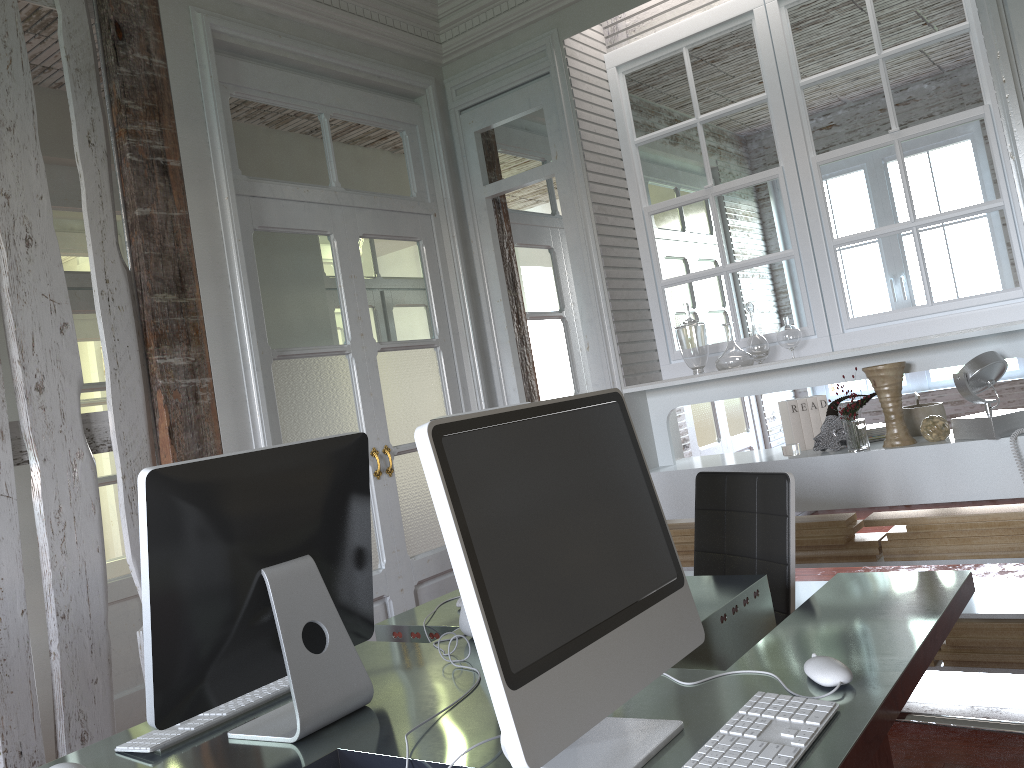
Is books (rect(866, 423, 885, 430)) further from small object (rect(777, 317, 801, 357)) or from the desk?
the desk

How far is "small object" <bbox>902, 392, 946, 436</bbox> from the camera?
3.1 meters

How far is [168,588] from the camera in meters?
1.4

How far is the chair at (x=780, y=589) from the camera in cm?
233

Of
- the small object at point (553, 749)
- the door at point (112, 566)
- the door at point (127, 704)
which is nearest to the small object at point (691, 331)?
the small object at point (553, 749)

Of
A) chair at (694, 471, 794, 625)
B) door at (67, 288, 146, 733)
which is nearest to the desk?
chair at (694, 471, 794, 625)

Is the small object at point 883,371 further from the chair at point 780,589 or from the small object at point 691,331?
the chair at point 780,589

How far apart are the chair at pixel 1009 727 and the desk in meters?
0.0

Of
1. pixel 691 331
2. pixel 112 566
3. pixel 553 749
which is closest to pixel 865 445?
pixel 691 331

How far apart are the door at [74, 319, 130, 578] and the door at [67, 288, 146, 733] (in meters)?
0.90
